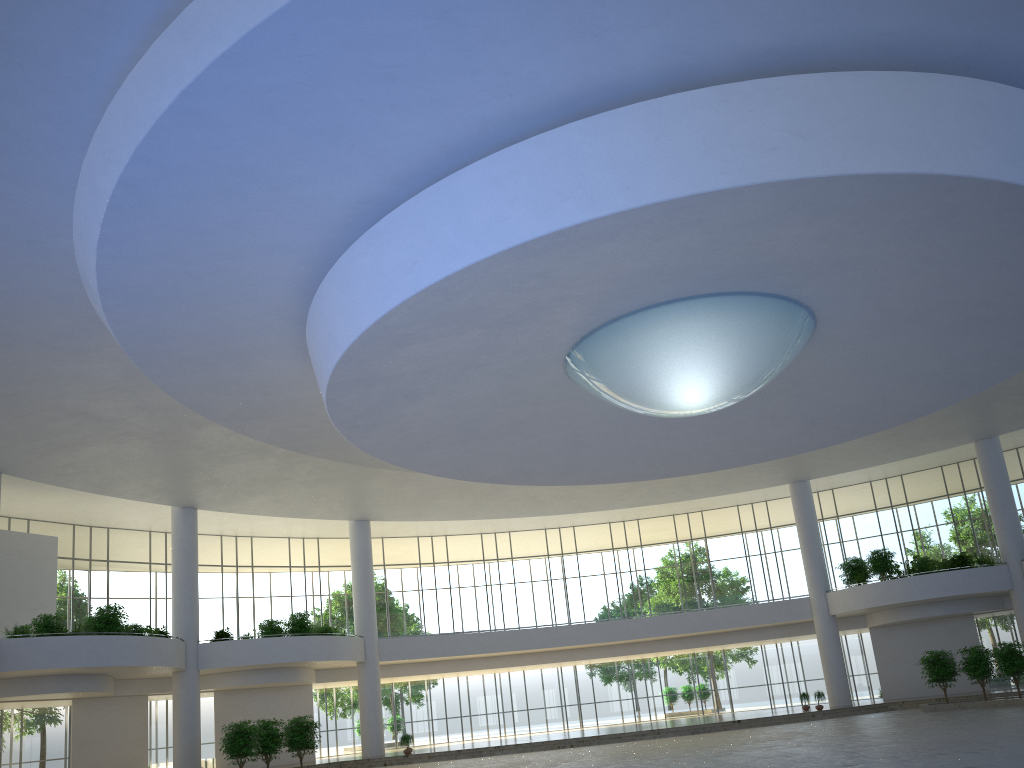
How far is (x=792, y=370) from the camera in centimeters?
4763cm
